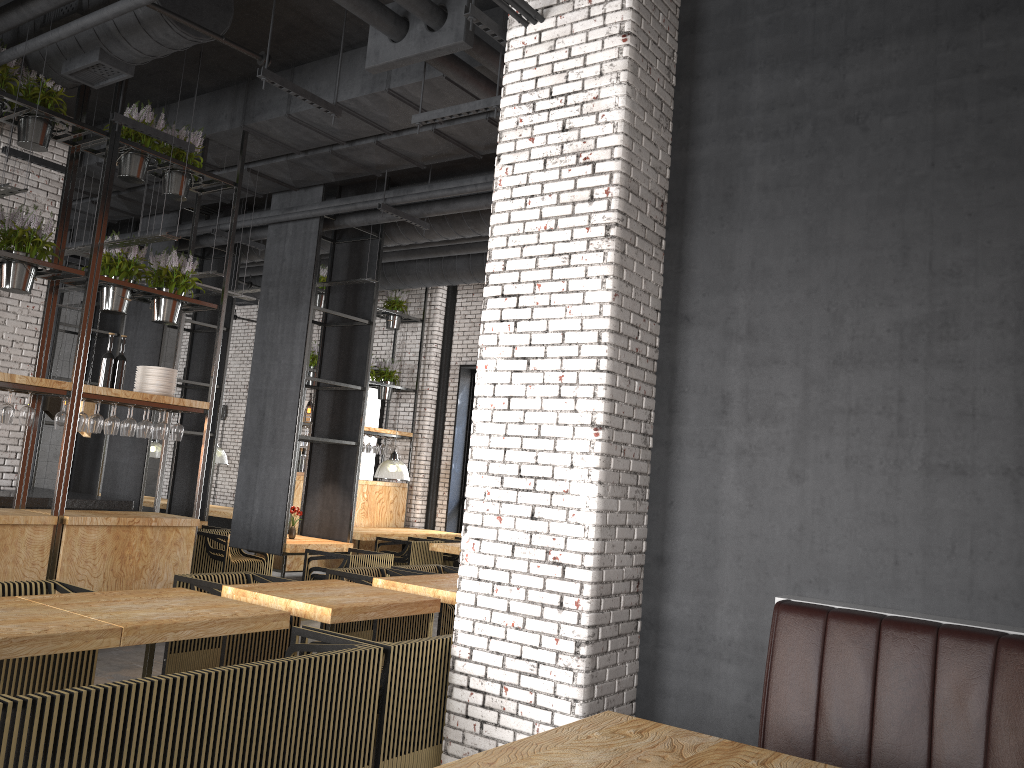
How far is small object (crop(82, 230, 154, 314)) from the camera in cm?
720

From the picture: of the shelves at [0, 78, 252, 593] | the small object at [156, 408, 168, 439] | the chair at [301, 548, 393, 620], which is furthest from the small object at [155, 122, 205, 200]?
the chair at [301, 548, 393, 620]

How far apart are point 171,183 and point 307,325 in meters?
2.2 m

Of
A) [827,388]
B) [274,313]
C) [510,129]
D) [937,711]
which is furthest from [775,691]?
[274,313]

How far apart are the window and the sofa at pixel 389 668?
10.68m

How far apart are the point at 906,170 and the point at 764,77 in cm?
95

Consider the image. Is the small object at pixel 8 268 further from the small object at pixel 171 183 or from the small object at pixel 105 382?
the small object at pixel 171 183

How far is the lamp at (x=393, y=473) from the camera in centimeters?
1245cm

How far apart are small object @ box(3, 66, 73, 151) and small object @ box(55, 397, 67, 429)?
2.0m

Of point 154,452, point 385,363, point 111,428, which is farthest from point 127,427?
point 154,452
